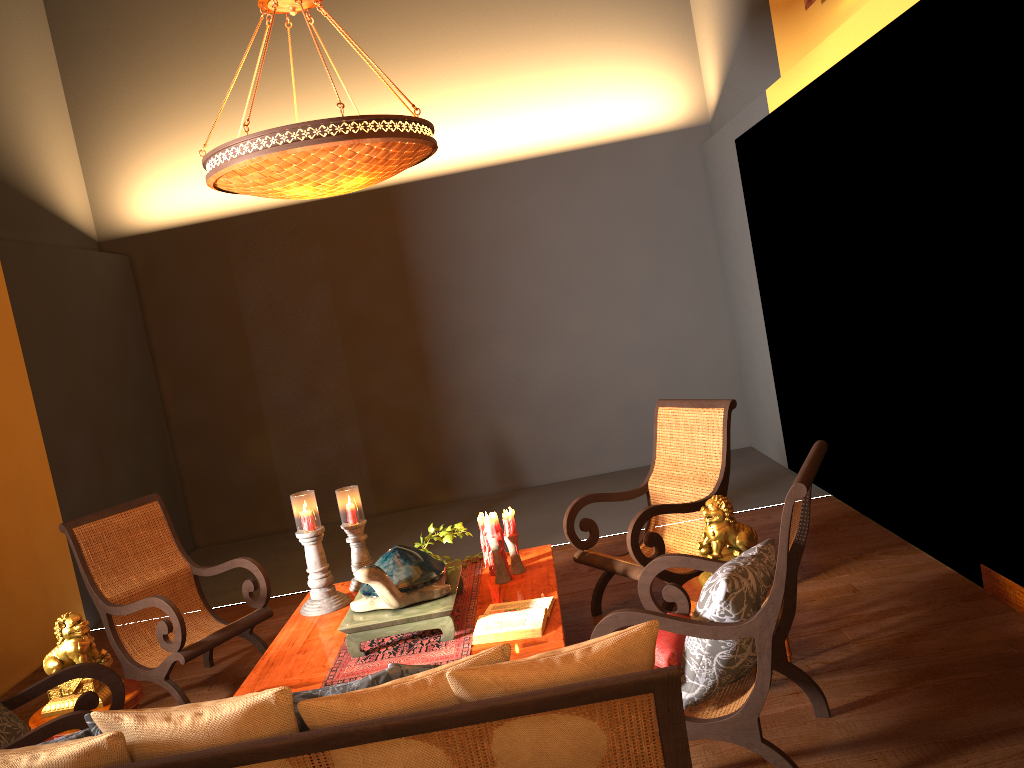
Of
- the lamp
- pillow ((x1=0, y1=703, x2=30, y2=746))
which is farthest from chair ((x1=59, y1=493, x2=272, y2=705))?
the lamp

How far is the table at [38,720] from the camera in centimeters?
352cm

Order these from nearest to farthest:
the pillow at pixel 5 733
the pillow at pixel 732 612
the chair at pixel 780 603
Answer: the chair at pixel 780 603 → the pillow at pixel 732 612 → the pillow at pixel 5 733

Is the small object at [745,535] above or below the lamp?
below

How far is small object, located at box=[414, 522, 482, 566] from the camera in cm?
428

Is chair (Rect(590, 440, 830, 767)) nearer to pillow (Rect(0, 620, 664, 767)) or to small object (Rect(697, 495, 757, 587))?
small object (Rect(697, 495, 757, 587))

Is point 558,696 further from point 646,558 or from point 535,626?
point 646,558

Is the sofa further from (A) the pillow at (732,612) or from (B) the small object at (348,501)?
(B) the small object at (348,501)

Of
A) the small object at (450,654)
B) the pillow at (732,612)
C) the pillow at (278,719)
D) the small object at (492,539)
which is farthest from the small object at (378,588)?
the pillow at (278,719)

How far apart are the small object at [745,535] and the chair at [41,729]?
2.3m
